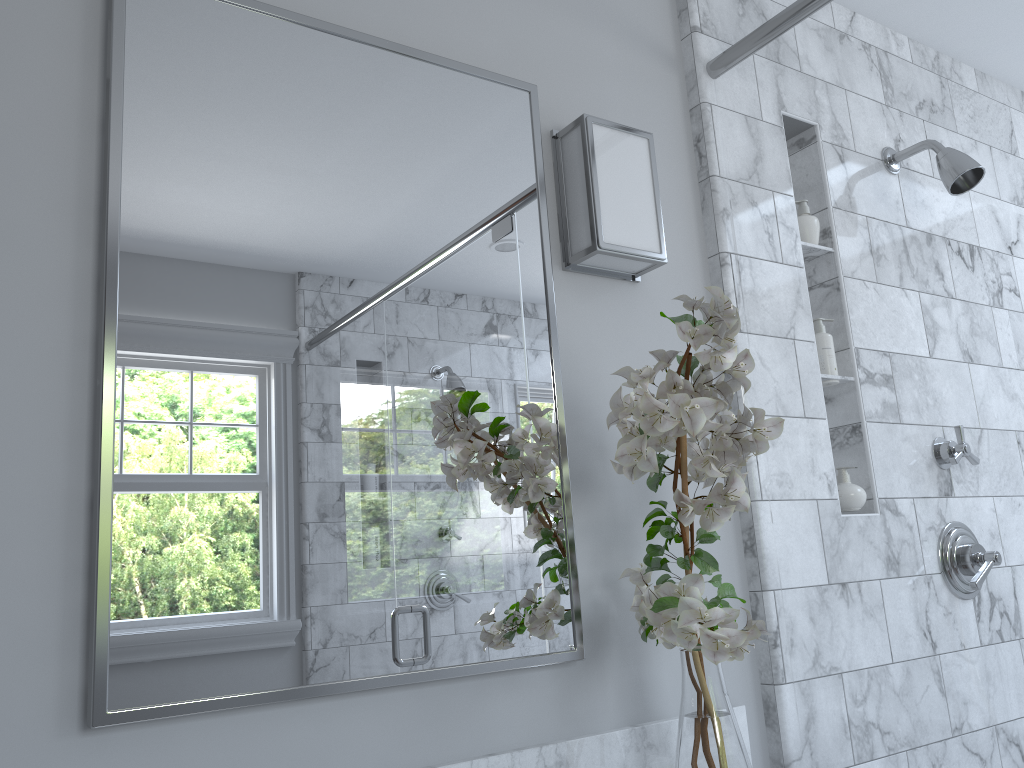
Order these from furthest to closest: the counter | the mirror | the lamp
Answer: the lamp < the counter < the mirror

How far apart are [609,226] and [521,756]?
0.9m

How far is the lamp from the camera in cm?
151

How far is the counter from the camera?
1.27m

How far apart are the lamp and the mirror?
0.1m

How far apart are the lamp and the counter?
0.8 meters

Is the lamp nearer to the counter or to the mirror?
the mirror

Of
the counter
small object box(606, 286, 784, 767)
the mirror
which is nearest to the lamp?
the mirror

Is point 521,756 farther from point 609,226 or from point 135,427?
point 609,226

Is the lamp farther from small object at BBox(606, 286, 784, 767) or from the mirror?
small object at BBox(606, 286, 784, 767)
